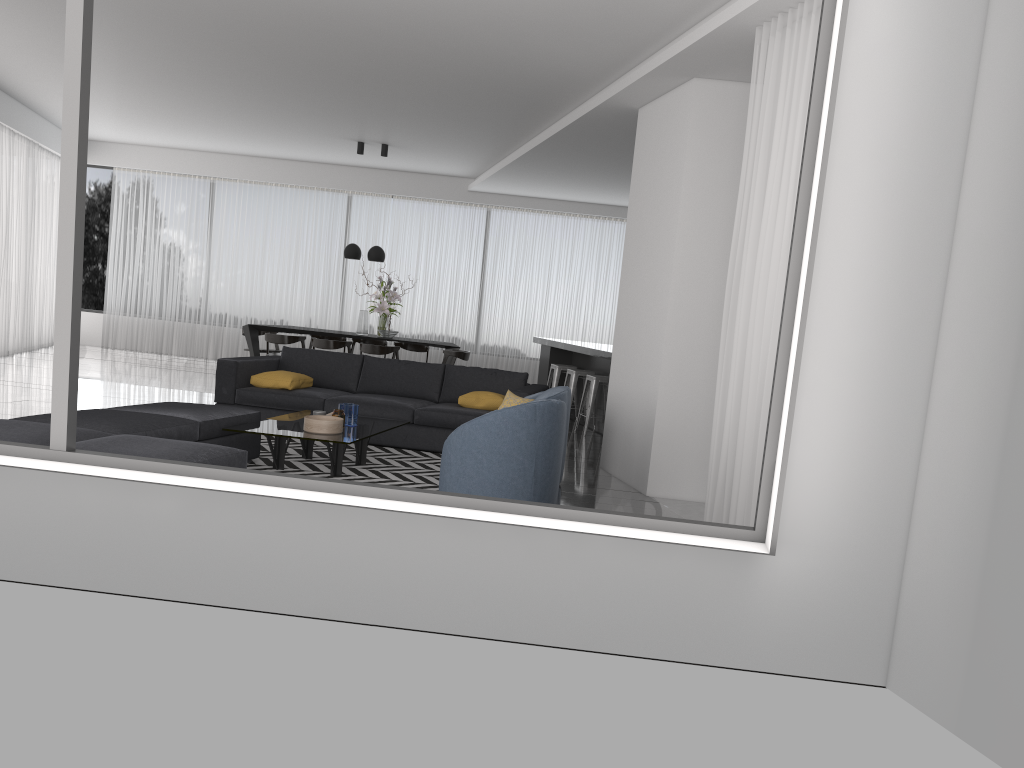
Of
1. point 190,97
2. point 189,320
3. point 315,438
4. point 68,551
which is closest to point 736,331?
point 315,438

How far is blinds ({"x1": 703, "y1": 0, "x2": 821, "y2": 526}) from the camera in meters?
4.6

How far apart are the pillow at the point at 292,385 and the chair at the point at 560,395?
Answer: 2.3 meters

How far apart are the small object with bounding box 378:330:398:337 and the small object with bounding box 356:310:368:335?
0.3 meters

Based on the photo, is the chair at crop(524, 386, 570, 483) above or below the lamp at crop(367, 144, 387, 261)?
Answer: below

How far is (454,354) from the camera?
11.48m

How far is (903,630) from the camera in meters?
3.0

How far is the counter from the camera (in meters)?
9.10

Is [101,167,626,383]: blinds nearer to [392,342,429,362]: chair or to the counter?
[392,342,429,362]: chair

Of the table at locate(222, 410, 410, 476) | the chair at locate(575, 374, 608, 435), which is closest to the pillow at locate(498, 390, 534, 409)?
the table at locate(222, 410, 410, 476)
